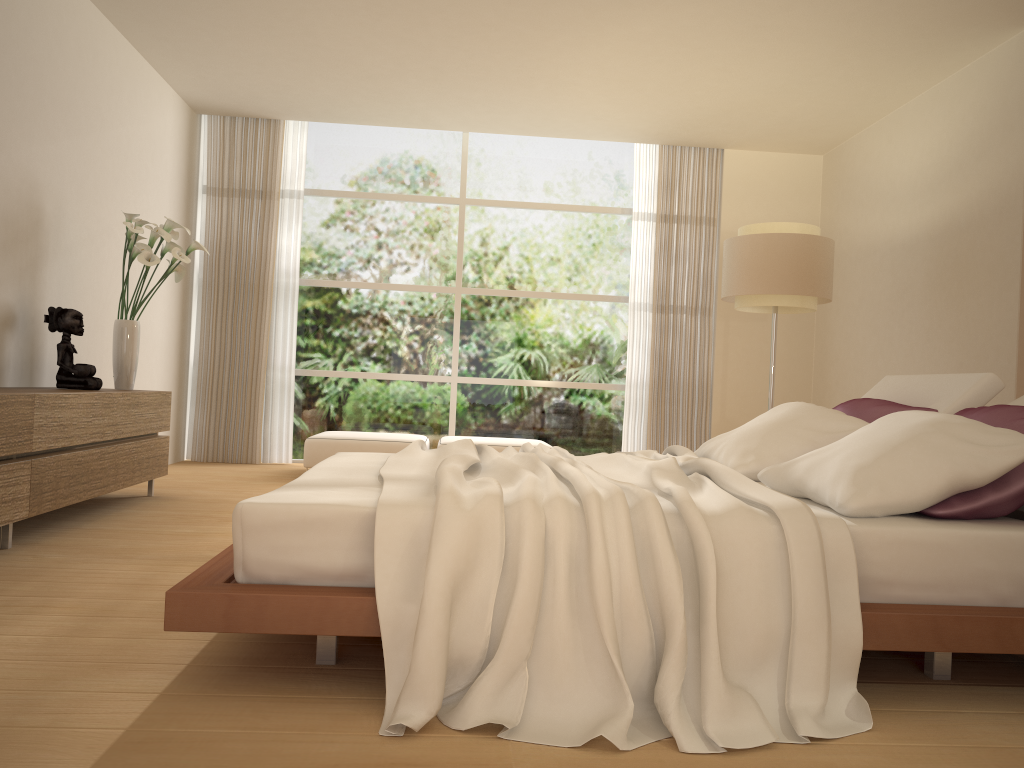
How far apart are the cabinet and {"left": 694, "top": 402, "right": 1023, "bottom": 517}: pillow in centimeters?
287cm

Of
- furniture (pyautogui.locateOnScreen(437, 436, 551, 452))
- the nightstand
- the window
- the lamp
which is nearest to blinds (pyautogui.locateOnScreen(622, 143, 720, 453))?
the window

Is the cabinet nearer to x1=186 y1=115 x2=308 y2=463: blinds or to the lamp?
x1=186 y1=115 x2=308 y2=463: blinds

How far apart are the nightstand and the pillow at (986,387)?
0.5m

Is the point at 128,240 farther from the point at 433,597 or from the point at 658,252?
the point at 658,252

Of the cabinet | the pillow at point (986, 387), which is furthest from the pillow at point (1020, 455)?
the cabinet

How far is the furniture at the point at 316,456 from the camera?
6.9m

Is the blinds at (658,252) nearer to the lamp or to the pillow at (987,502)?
the lamp

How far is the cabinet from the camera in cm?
365

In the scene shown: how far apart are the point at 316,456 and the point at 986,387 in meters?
4.8 m
